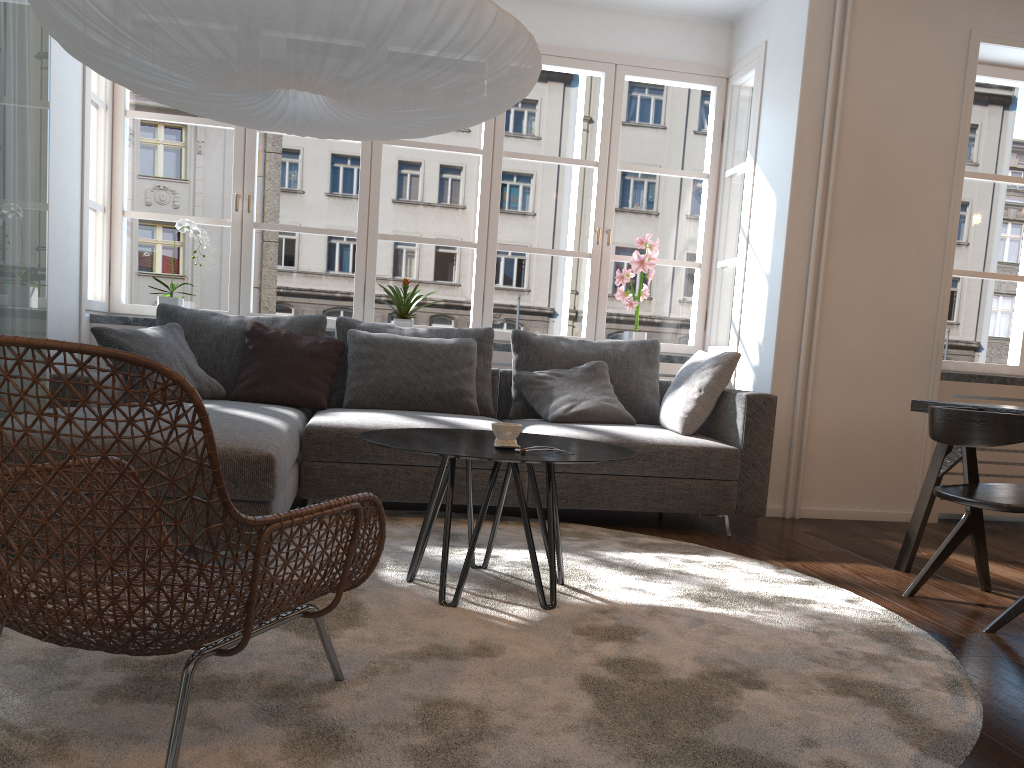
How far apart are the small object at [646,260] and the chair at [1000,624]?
2.30m

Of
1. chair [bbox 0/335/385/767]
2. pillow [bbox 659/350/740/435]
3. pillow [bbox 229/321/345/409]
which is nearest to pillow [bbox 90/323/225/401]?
pillow [bbox 229/321/345/409]

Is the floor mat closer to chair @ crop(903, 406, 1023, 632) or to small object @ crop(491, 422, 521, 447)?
chair @ crop(903, 406, 1023, 632)

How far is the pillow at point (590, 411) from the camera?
4.3 meters

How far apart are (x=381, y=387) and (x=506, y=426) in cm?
184

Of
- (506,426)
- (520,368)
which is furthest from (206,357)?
(506,426)

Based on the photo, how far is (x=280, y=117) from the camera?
2.9 meters

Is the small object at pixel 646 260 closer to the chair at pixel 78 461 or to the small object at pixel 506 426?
the small object at pixel 506 426

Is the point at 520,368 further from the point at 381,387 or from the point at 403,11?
the point at 403,11

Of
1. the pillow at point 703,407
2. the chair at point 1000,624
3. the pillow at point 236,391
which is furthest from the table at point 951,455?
the pillow at point 236,391
